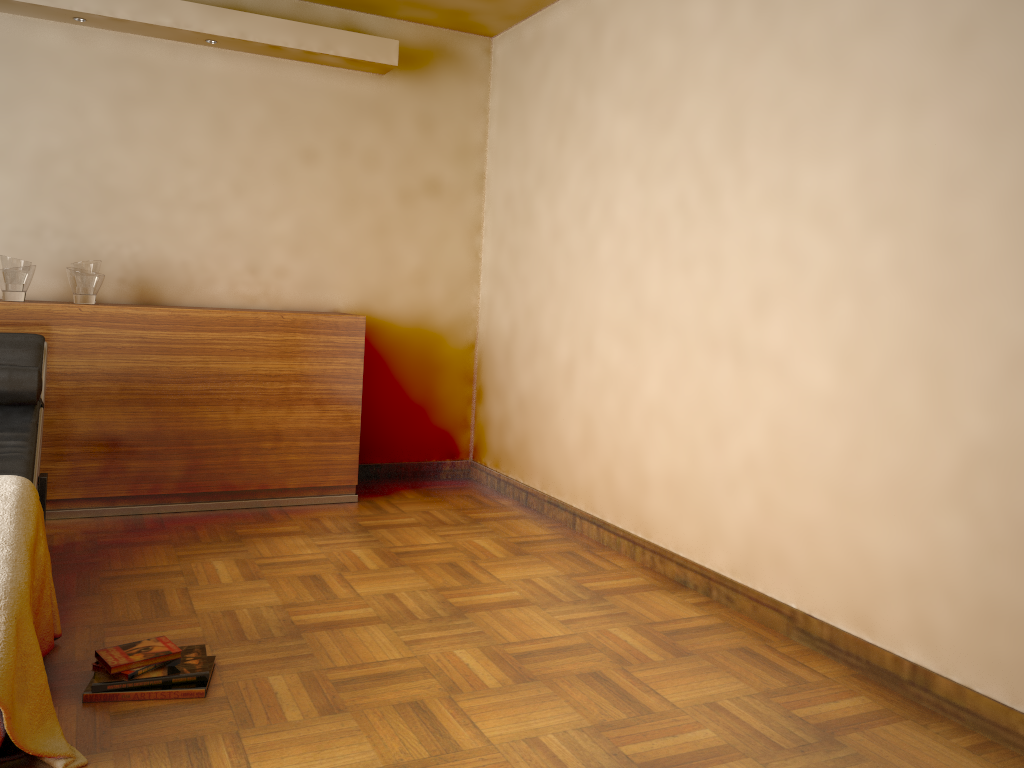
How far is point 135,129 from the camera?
4.1m

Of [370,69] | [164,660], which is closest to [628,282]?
A: [370,69]

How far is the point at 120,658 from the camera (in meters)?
2.23

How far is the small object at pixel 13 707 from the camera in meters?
1.8

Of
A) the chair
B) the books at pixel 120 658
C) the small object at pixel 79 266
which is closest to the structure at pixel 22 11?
the small object at pixel 79 266

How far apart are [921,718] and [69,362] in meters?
3.4

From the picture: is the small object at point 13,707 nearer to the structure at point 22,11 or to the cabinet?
the cabinet

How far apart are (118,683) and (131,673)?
0.0m

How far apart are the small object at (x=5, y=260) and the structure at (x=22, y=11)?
1.07m

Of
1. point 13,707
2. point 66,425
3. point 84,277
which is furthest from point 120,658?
point 84,277
